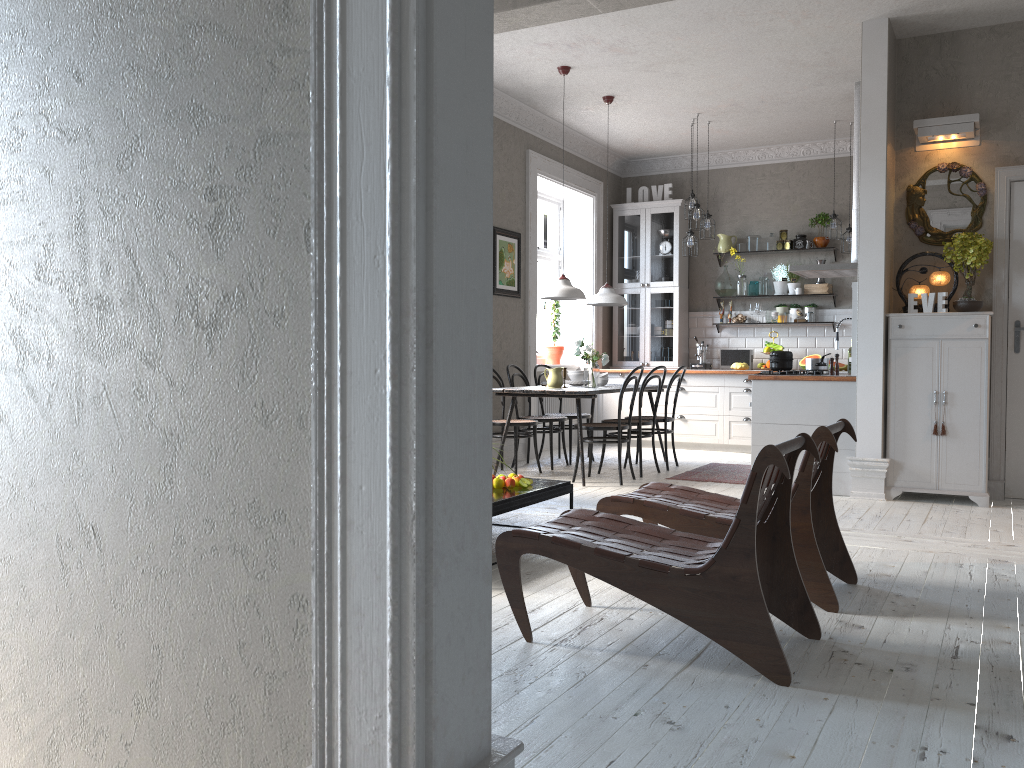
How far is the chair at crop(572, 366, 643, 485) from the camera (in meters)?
6.79

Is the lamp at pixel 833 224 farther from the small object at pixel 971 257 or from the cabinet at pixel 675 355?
the small object at pixel 971 257

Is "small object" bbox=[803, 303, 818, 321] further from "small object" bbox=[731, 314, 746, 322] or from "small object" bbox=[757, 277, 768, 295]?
"small object" bbox=[731, 314, 746, 322]

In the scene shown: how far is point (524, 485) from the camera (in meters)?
4.59

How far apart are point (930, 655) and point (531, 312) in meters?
6.1

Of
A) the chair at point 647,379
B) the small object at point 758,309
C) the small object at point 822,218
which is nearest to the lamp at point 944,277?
the chair at point 647,379

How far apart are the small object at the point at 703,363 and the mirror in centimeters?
359cm

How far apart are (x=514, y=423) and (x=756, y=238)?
4.06m

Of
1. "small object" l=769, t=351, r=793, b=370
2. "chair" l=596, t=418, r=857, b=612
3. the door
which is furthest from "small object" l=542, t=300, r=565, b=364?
"chair" l=596, t=418, r=857, b=612

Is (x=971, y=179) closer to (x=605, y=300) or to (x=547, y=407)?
(x=605, y=300)
